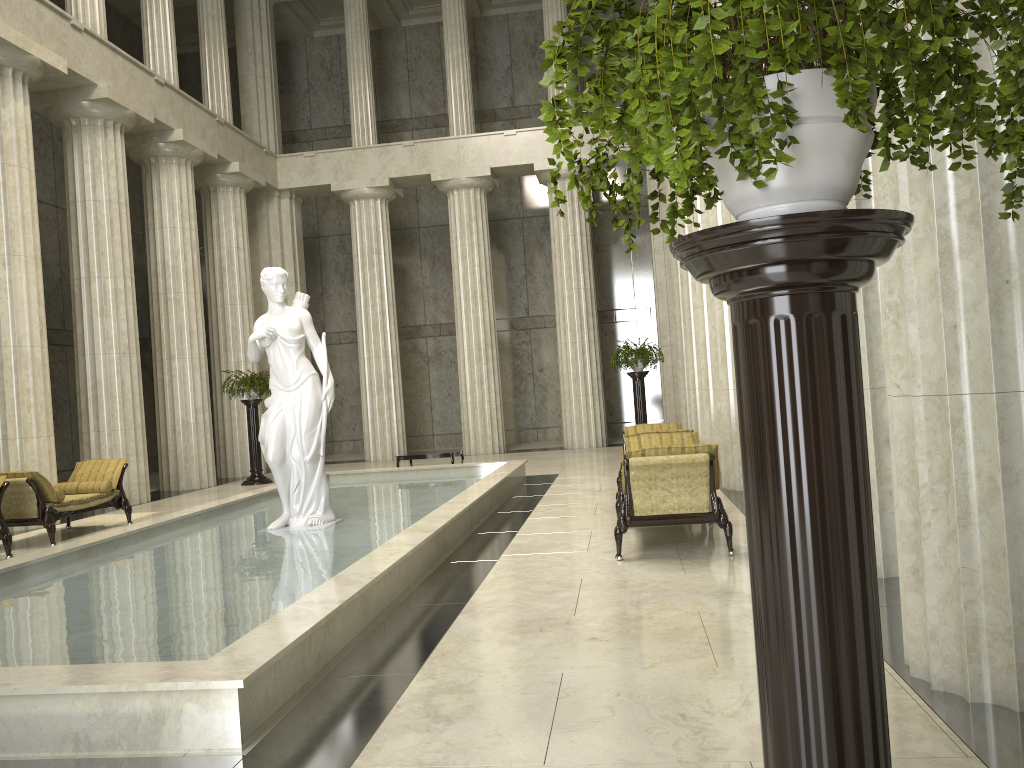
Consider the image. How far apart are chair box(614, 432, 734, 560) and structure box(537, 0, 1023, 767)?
5.20m

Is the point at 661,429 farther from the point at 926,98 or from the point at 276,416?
the point at 926,98

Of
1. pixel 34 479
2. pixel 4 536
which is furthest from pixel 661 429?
pixel 4 536

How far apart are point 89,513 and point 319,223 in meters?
14.5 m

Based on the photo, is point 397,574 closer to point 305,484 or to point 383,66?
point 305,484

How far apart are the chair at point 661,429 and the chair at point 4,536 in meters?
7.4 m

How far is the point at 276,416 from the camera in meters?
9.5 m

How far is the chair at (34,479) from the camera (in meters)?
10.68

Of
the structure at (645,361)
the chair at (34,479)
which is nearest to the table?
the structure at (645,361)

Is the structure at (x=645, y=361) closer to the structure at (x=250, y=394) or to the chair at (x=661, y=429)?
the chair at (x=661, y=429)
